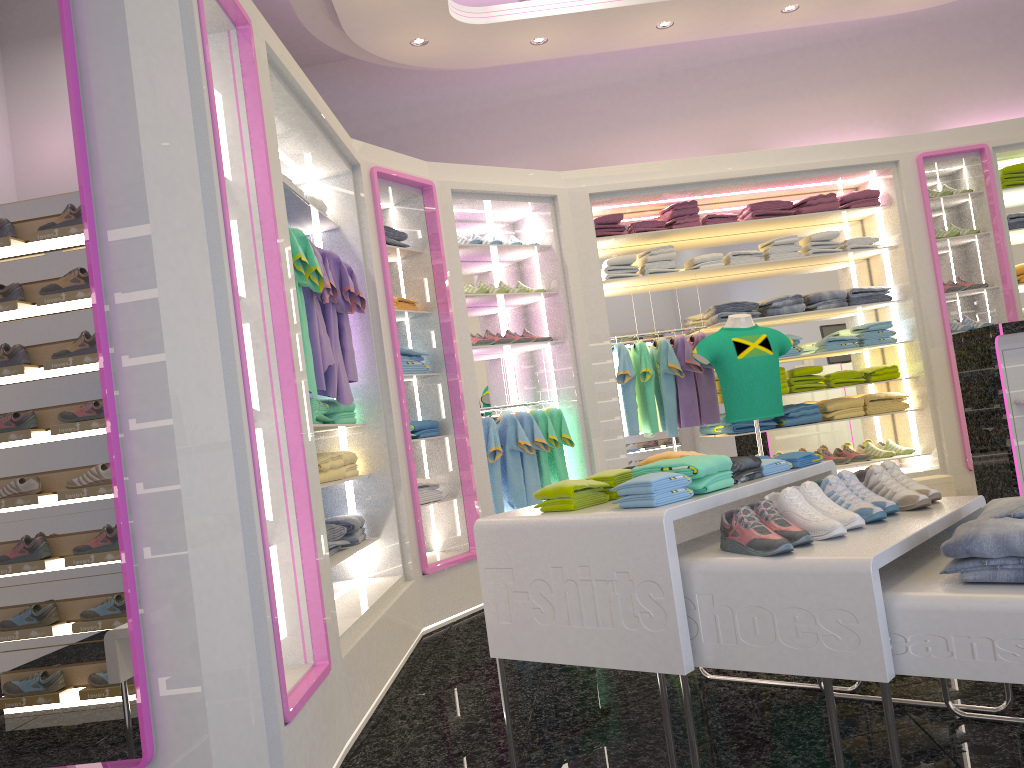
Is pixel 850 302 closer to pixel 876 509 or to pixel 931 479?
pixel 931 479

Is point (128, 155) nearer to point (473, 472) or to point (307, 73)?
point (473, 472)

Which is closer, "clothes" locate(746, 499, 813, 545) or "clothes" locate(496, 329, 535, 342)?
"clothes" locate(746, 499, 813, 545)

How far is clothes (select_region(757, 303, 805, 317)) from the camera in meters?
6.3

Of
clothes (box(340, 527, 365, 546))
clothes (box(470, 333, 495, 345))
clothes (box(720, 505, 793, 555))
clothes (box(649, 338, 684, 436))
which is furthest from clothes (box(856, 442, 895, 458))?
clothes (box(720, 505, 793, 555))

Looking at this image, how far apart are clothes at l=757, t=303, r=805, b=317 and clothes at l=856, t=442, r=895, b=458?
1.15m

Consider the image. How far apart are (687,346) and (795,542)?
4.1m

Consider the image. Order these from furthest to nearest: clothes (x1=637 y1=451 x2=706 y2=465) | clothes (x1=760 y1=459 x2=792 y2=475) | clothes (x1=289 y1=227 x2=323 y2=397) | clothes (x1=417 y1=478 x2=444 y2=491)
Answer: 1. clothes (x1=417 y1=478 x2=444 y2=491)
2. clothes (x1=289 y1=227 x2=323 y2=397)
3. clothes (x1=637 y1=451 x2=706 y2=465)
4. clothes (x1=760 y1=459 x2=792 y2=475)

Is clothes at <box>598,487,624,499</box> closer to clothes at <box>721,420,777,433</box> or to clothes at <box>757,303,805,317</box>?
clothes at <box>721,420,777,433</box>

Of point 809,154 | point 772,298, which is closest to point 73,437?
point 772,298
